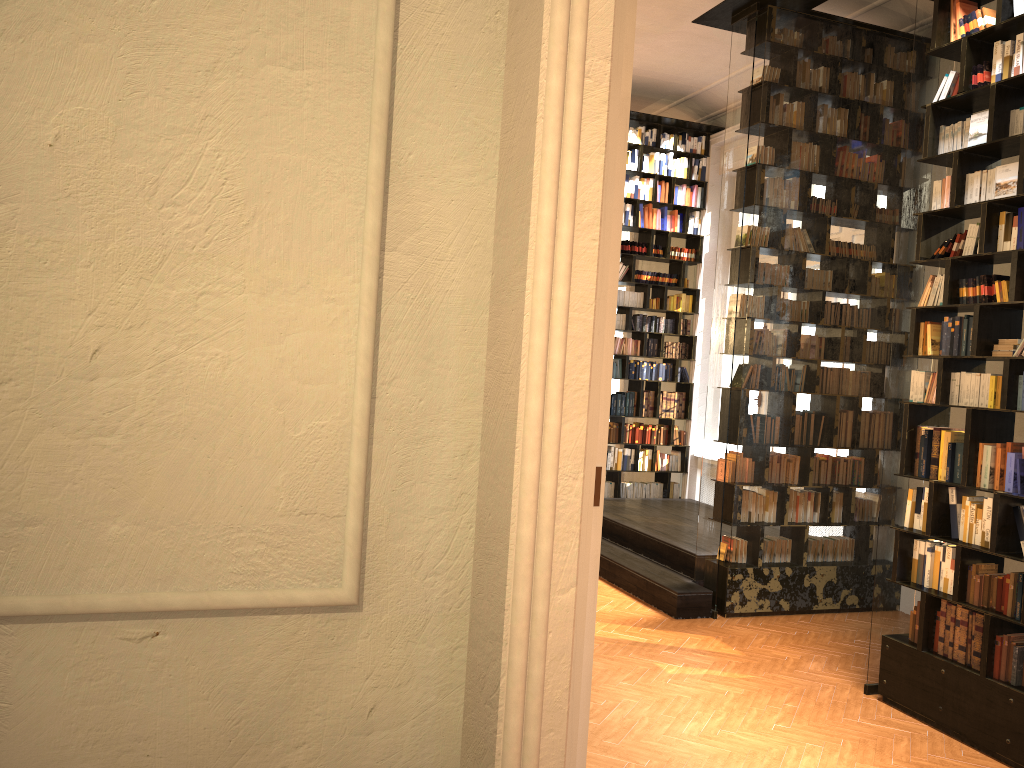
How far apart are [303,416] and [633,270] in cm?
943

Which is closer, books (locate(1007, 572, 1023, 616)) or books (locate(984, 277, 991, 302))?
books (locate(1007, 572, 1023, 616))

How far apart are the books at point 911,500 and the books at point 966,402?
0.7 meters

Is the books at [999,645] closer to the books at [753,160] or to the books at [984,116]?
the books at [984,116]

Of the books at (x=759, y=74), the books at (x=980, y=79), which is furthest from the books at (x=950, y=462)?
the books at (x=759, y=74)

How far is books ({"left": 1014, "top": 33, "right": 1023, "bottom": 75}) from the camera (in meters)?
4.91

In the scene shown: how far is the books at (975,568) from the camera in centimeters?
496cm

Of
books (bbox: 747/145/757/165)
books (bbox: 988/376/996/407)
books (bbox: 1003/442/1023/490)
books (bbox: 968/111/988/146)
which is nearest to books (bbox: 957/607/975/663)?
books (bbox: 1003/442/1023/490)

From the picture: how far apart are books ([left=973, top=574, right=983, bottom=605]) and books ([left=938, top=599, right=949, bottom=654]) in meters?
0.3 m

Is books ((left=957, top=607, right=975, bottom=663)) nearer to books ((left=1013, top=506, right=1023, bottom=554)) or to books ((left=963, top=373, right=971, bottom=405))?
books ((left=1013, top=506, right=1023, bottom=554))
